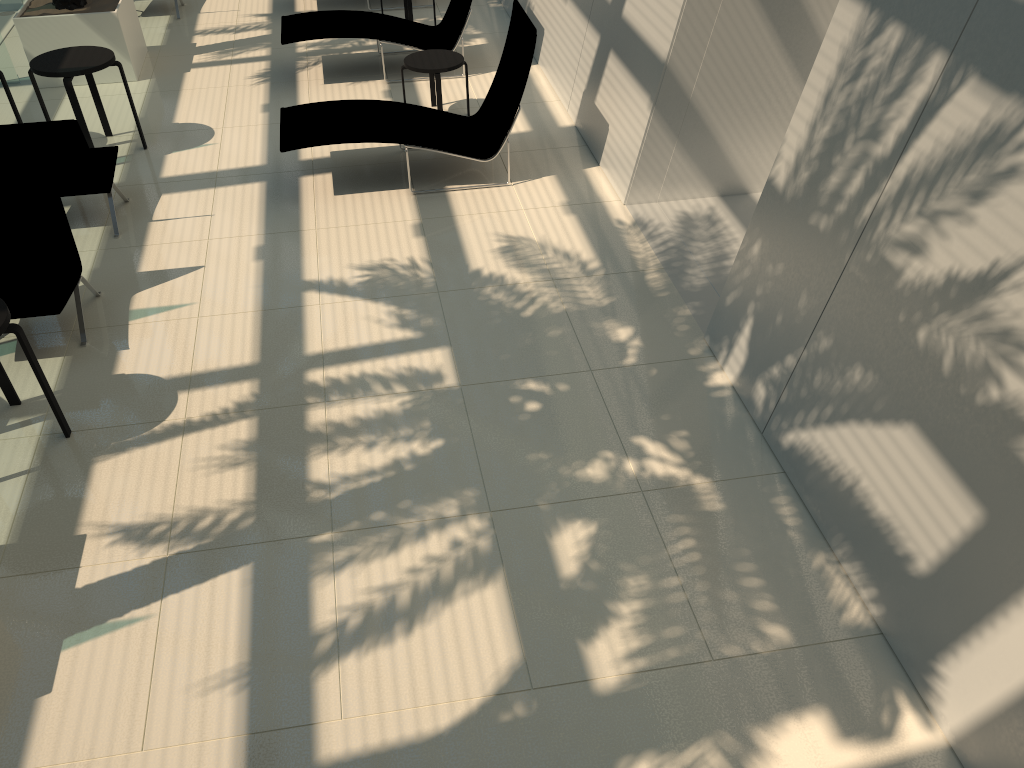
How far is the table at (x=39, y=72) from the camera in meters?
7.6

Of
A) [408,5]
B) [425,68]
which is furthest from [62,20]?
[425,68]

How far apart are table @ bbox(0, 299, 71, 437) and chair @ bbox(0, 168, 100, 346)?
0.5 meters

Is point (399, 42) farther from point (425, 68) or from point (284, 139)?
point (284, 139)

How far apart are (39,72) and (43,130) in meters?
1.5

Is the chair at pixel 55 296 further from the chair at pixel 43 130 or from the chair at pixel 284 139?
the chair at pixel 284 139

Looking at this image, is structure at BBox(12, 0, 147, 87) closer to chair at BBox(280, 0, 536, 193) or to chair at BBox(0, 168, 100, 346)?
chair at BBox(280, 0, 536, 193)

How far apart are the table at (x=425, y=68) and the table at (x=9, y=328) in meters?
4.8 m

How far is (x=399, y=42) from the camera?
9.44m

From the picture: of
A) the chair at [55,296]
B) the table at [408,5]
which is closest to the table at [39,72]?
the chair at [55,296]
